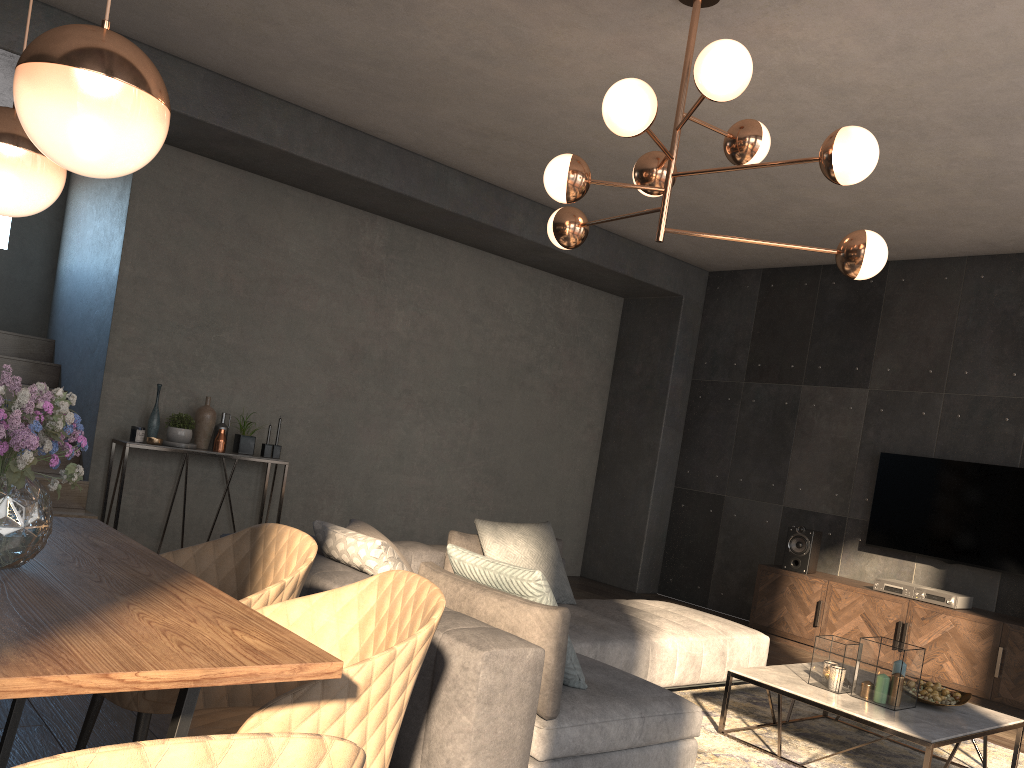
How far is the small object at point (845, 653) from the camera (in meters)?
3.78

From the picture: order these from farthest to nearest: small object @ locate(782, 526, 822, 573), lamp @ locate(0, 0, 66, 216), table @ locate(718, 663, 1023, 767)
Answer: small object @ locate(782, 526, 822, 573) < table @ locate(718, 663, 1023, 767) < lamp @ locate(0, 0, 66, 216)

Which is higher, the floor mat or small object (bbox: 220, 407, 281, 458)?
small object (bbox: 220, 407, 281, 458)

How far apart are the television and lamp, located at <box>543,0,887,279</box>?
3.4m

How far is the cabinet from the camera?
5.4m

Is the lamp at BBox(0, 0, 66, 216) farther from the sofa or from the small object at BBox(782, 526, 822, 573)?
the small object at BBox(782, 526, 822, 573)

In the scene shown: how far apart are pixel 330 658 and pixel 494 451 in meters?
6.3 m

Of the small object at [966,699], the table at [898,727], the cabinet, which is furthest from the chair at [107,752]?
the cabinet

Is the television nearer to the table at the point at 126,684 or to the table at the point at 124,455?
the table at the point at 124,455

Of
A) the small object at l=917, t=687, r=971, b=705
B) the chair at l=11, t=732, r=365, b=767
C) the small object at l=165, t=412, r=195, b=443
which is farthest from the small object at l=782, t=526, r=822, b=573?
the chair at l=11, t=732, r=365, b=767
